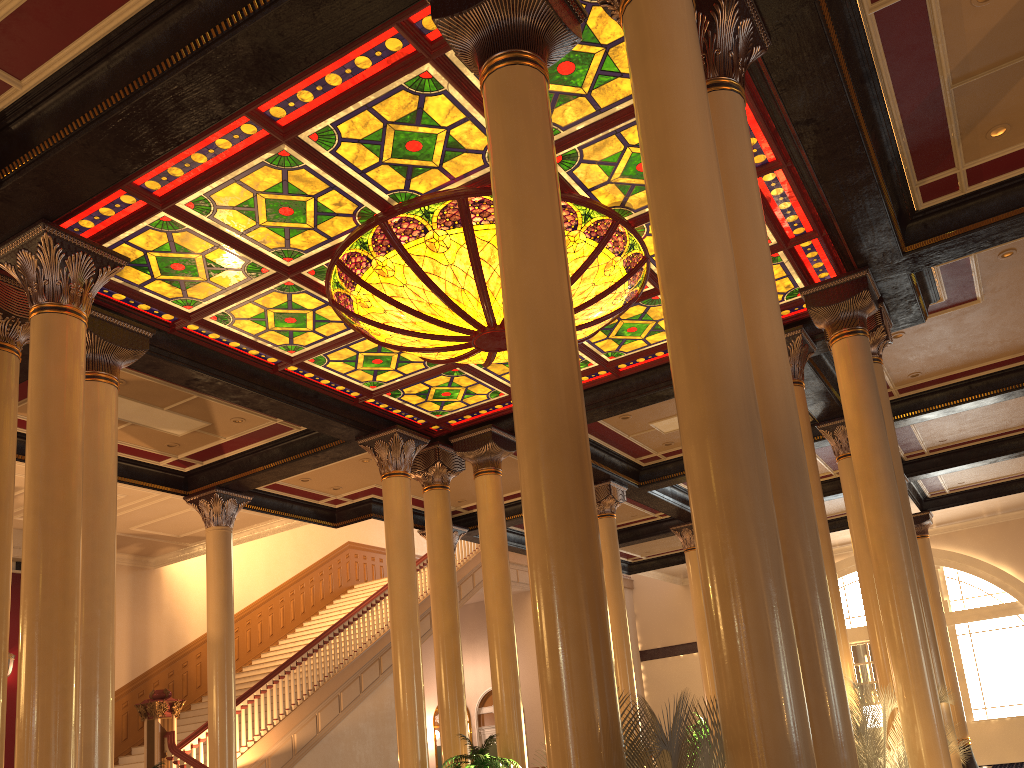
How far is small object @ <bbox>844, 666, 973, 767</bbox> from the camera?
6.8m

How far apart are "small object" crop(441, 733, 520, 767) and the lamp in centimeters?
401cm

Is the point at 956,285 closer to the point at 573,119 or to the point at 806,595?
the point at 573,119

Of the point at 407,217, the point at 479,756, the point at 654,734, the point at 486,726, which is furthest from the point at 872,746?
the point at 486,726

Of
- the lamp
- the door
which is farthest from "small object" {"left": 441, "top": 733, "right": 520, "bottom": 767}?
the door

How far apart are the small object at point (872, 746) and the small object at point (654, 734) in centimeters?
324cm

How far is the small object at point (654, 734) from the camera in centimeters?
314cm

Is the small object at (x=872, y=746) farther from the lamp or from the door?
the door

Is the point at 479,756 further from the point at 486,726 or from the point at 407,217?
the point at 486,726

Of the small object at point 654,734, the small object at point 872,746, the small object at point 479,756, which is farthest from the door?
the small object at point 654,734
